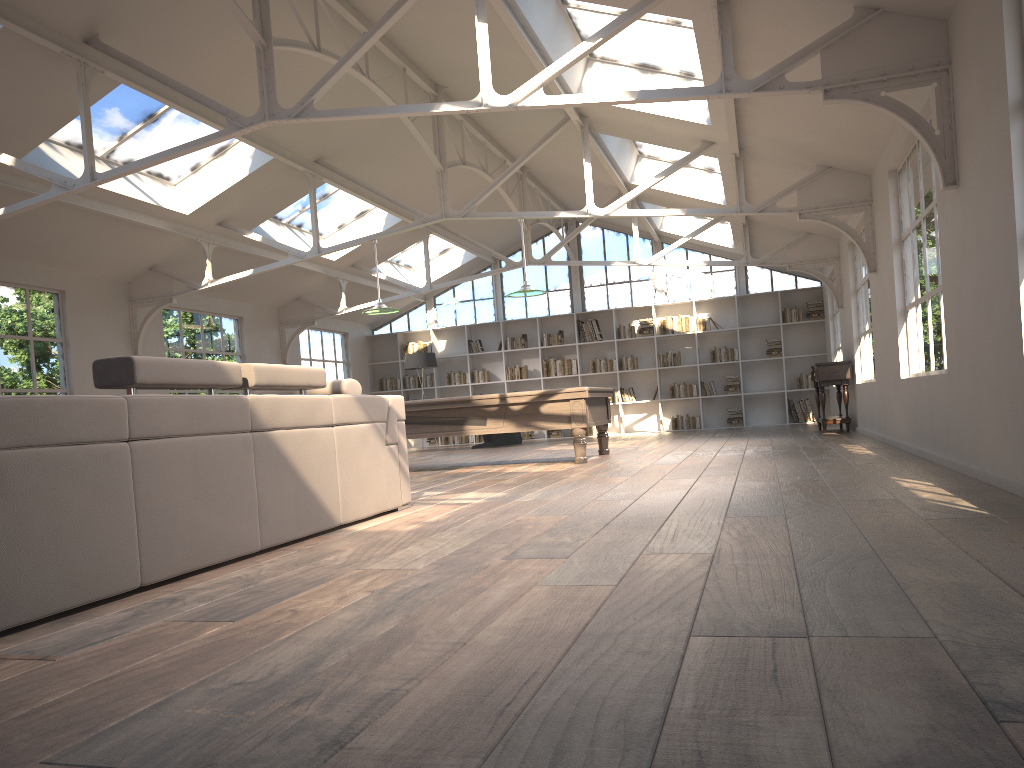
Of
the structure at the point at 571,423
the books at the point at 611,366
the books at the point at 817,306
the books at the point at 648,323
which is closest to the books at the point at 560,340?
the books at the point at 611,366

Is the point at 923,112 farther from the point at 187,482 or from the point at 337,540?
the point at 187,482

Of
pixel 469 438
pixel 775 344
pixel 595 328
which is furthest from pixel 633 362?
pixel 469 438

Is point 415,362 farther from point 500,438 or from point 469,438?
point 469,438

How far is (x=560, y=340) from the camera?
16.81m

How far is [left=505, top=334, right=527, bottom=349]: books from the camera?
17.0m

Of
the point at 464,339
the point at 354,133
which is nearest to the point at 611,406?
the point at 464,339

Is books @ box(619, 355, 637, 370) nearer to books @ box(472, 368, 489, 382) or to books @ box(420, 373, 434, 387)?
books @ box(472, 368, 489, 382)

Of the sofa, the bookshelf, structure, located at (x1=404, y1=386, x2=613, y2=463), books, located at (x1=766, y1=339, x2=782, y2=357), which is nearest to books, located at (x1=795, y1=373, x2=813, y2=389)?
the bookshelf

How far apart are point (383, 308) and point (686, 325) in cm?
775
